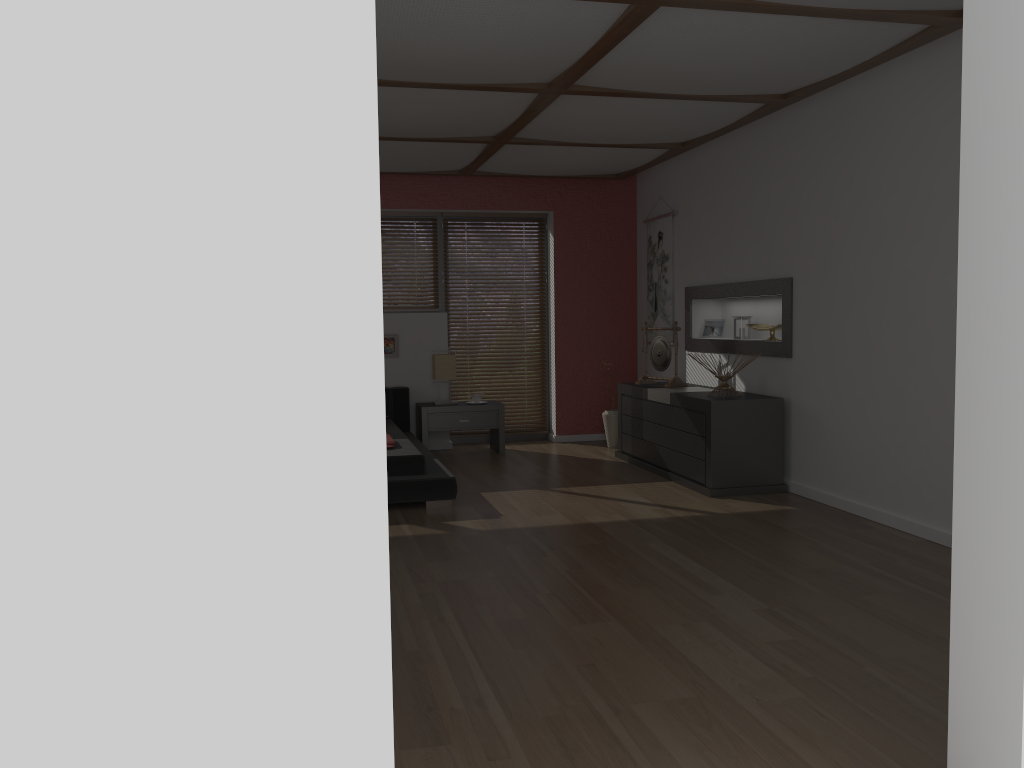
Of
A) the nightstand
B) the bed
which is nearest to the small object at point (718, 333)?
the nightstand

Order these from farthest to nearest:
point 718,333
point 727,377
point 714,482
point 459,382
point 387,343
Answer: point 459,382 < point 387,343 < point 718,333 < point 727,377 < point 714,482

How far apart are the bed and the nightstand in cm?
9

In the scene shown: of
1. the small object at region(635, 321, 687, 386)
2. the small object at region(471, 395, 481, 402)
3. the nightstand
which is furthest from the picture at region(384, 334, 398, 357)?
the small object at region(635, 321, 687, 386)

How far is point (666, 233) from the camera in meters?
7.5 m

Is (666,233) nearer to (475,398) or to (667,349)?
(667,349)

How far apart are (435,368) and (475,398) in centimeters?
42cm

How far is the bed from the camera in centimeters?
529cm

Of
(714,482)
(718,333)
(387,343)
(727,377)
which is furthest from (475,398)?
(714,482)

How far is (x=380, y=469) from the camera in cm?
139
